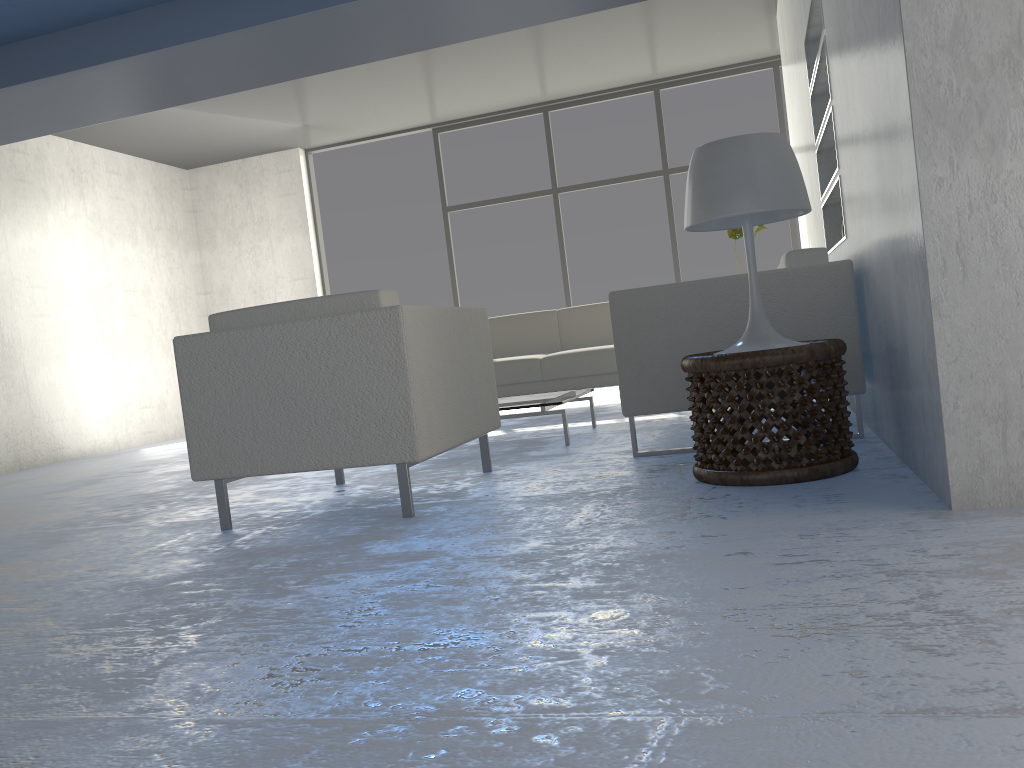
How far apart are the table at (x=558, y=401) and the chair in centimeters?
56cm

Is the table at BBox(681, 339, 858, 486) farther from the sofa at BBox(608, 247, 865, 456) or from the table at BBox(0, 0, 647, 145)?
the table at BBox(0, 0, 647, 145)

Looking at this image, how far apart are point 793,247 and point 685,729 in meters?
6.7

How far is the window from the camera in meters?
7.2

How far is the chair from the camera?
2.5 meters

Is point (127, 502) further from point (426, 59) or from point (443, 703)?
point (426, 59)

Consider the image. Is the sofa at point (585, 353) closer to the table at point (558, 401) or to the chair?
the table at point (558, 401)

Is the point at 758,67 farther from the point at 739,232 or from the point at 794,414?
the point at 794,414

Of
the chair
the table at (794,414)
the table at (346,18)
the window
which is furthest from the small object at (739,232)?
the table at (346,18)

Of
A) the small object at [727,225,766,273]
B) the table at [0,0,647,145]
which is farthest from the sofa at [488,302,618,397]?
the table at [0,0,647,145]
